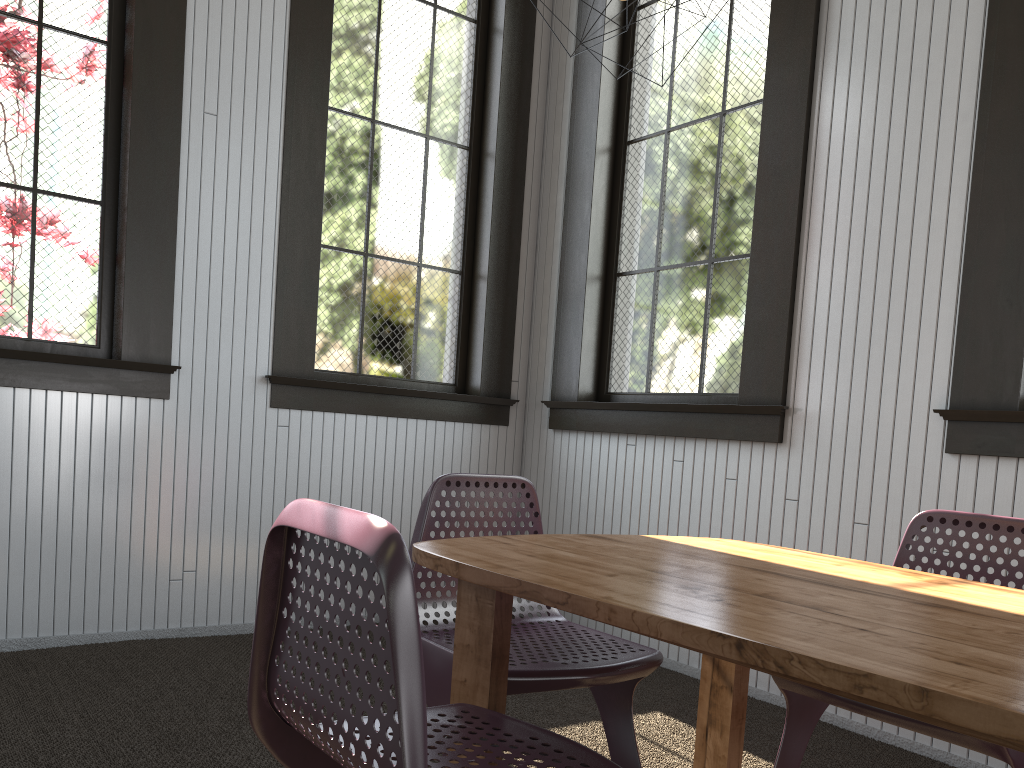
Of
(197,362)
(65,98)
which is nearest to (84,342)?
(197,362)
